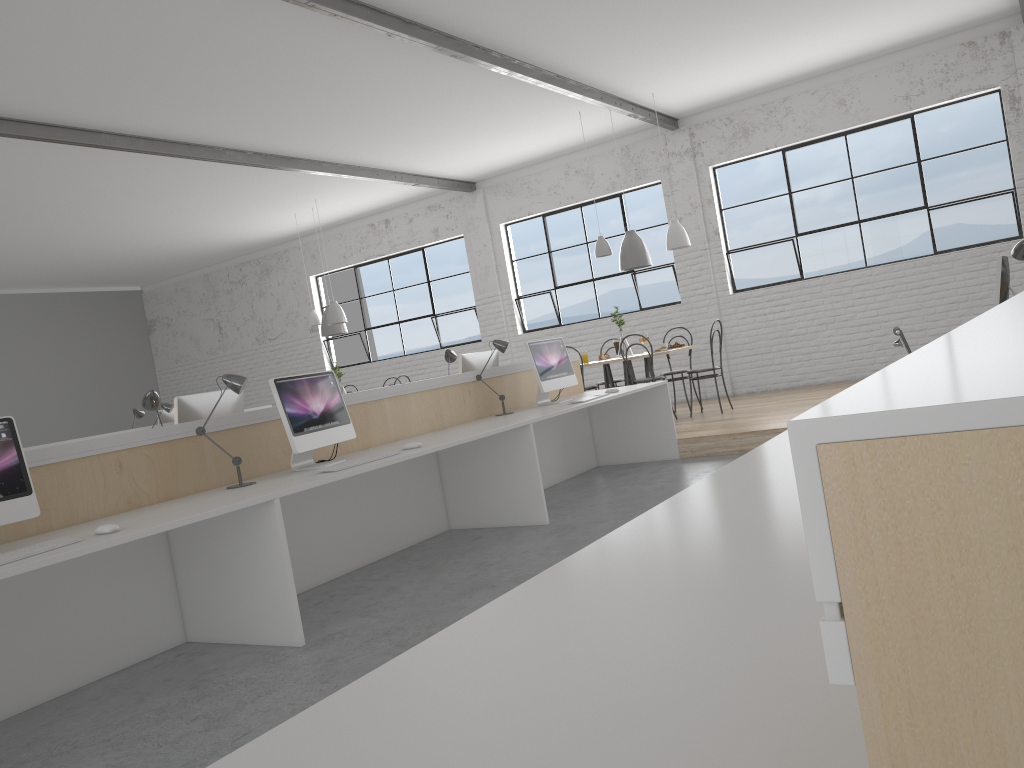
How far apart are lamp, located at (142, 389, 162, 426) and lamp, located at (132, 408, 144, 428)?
3.4 meters

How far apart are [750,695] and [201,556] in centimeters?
266cm

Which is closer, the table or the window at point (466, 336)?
the table

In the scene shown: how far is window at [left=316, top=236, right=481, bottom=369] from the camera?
9.6 meters

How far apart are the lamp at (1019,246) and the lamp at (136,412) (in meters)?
5.71

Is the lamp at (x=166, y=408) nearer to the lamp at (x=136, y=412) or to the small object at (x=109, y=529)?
the lamp at (x=136, y=412)

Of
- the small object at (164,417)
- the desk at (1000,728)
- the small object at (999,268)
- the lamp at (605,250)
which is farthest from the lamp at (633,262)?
the desk at (1000,728)

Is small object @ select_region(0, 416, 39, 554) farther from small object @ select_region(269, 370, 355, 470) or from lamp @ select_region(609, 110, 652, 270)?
lamp @ select_region(609, 110, 652, 270)

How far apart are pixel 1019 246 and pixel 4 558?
3.6m

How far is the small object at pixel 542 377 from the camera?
4.9m
